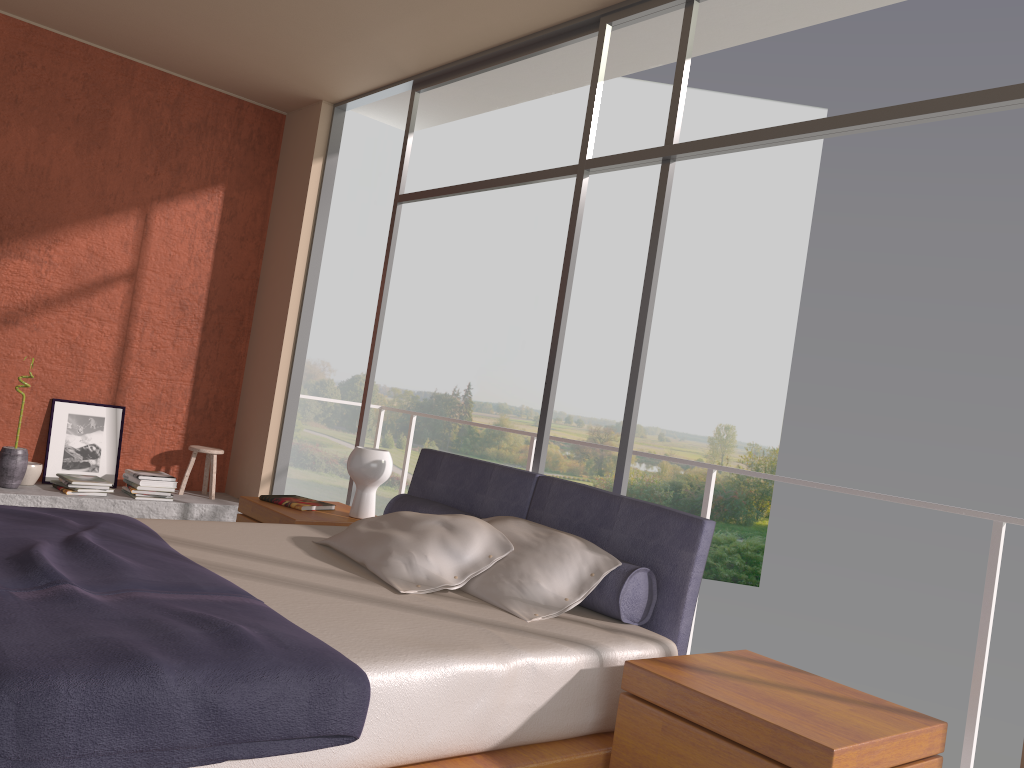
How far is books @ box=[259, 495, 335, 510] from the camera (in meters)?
4.29

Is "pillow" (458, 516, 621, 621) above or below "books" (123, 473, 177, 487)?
above

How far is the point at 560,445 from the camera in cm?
2310

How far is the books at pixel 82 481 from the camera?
5.5m

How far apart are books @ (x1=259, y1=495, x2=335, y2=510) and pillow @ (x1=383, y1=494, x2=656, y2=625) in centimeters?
57cm

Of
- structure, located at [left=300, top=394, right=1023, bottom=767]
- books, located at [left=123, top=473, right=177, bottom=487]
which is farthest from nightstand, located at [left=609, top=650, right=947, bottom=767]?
books, located at [left=123, top=473, right=177, bottom=487]

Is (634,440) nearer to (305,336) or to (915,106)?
(305,336)

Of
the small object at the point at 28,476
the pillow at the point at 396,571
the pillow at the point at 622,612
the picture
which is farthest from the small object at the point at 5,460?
the pillow at the point at 396,571

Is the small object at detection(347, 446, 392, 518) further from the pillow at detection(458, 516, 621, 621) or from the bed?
the pillow at detection(458, 516, 621, 621)

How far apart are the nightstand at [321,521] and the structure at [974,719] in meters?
1.7
